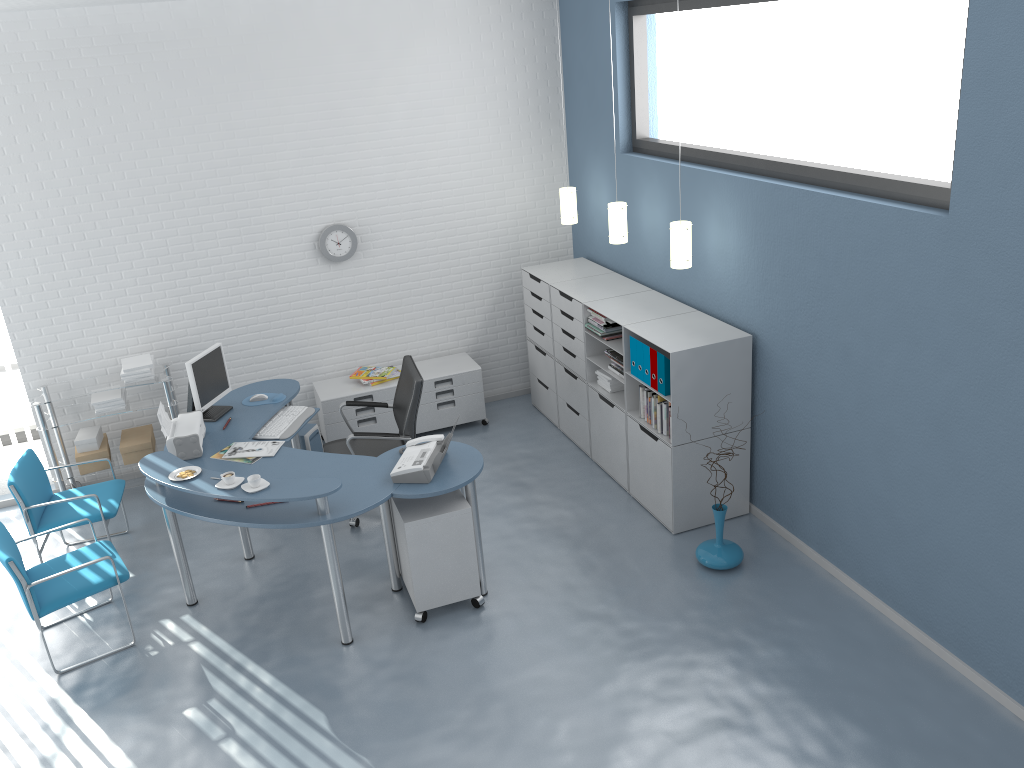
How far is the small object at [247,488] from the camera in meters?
4.2 m

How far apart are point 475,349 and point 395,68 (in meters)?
2.23

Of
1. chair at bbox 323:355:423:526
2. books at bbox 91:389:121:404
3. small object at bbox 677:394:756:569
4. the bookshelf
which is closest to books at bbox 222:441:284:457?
chair at bbox 323:355:423:526

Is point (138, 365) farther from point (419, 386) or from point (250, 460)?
point (419, 386)

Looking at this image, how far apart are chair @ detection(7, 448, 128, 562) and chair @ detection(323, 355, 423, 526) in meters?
1.3 m

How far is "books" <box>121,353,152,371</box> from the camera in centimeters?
600cm

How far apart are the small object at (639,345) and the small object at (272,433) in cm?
209

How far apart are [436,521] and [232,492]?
1.0 meters

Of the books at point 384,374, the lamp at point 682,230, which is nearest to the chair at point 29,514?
the books at point 384,374

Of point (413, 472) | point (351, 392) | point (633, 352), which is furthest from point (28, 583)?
point (633, 352)
